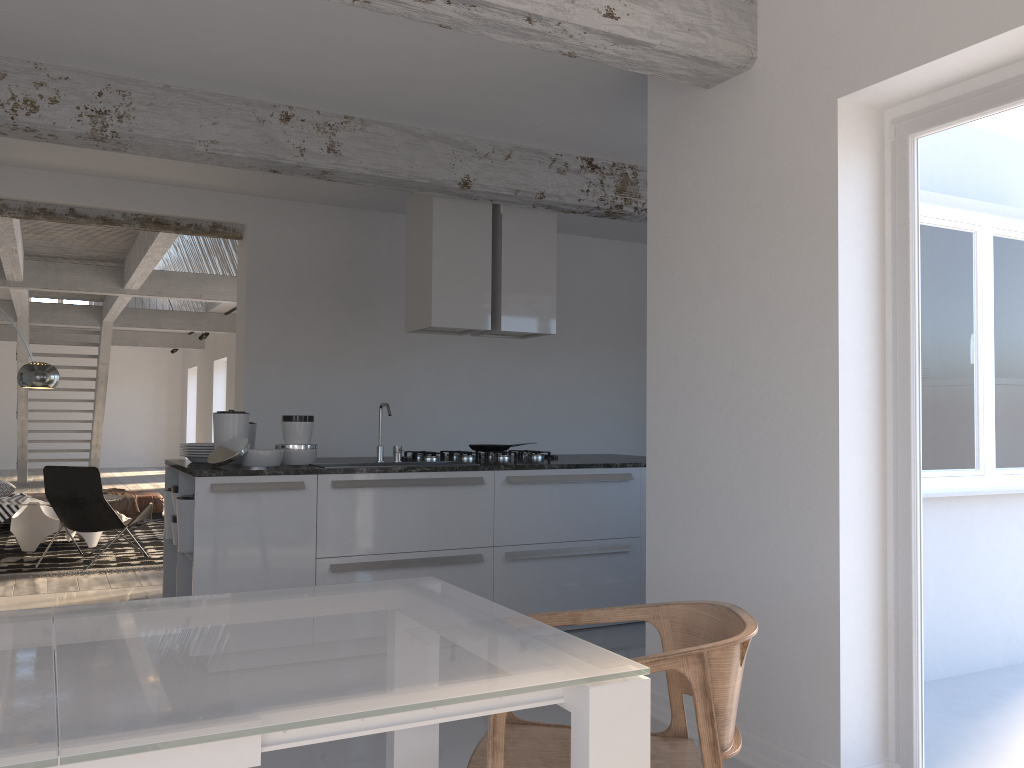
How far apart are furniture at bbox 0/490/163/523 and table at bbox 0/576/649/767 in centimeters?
858cm

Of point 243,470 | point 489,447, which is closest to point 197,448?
point 243,470

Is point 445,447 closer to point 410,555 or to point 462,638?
point 410,555

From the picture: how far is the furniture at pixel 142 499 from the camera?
9.9m

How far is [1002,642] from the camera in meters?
2.7

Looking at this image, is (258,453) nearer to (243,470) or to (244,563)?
(243,470)

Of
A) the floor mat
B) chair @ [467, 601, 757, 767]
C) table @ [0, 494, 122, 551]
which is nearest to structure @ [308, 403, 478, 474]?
chair @ [467, 601, 757, 767]

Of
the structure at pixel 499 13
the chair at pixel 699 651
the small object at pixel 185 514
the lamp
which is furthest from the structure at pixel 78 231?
the chair at pixel 699 651

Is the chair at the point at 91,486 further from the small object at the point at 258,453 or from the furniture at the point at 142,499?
the small object at the point at 258,453

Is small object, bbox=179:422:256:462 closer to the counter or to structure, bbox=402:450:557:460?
the counter
